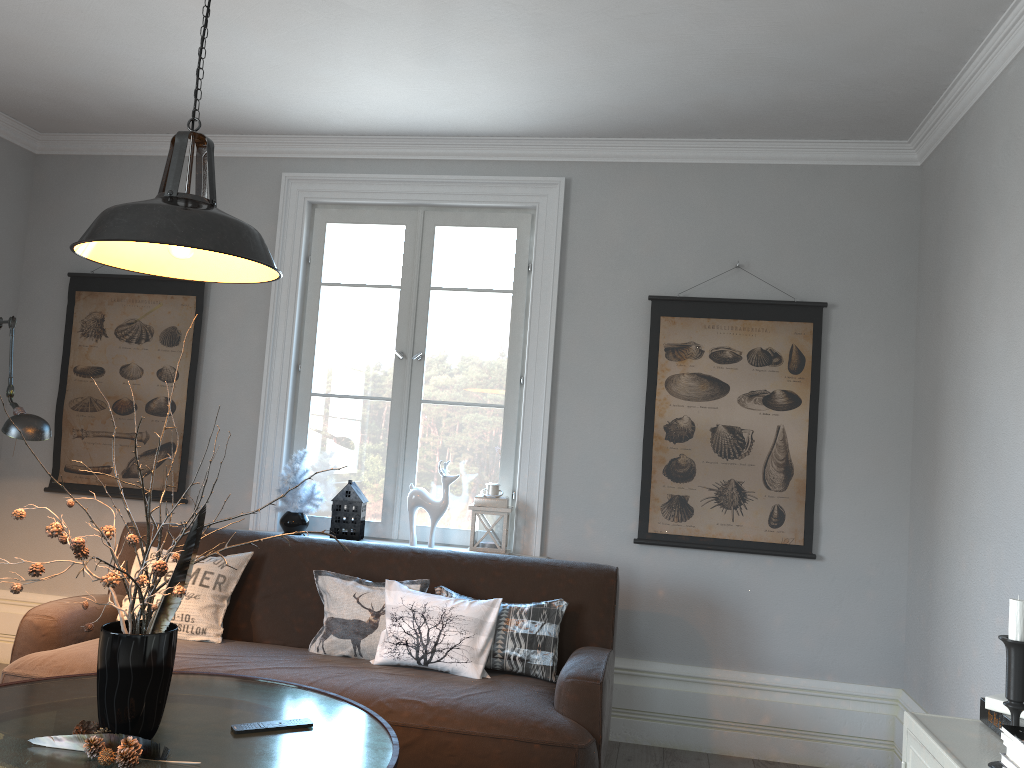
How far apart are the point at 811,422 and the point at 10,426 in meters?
3.1 m

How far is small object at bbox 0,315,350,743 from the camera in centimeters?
210cm

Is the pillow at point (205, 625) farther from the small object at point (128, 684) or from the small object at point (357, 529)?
the small object at point (128, 684)

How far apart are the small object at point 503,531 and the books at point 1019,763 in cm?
264

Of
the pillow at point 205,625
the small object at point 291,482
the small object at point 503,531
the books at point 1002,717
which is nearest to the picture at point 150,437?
the small object at point 291,482

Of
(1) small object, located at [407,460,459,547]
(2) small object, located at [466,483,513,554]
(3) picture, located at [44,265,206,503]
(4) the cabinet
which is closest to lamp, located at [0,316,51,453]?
(3) picture, located at [44,265,206,503]

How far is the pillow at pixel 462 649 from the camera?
3.2m

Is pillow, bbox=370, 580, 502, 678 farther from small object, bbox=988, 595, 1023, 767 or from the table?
small object, bbox=988, 595, 1023, 767

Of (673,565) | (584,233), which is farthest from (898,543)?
(584,233)

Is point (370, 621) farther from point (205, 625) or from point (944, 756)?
point (944, 756)
